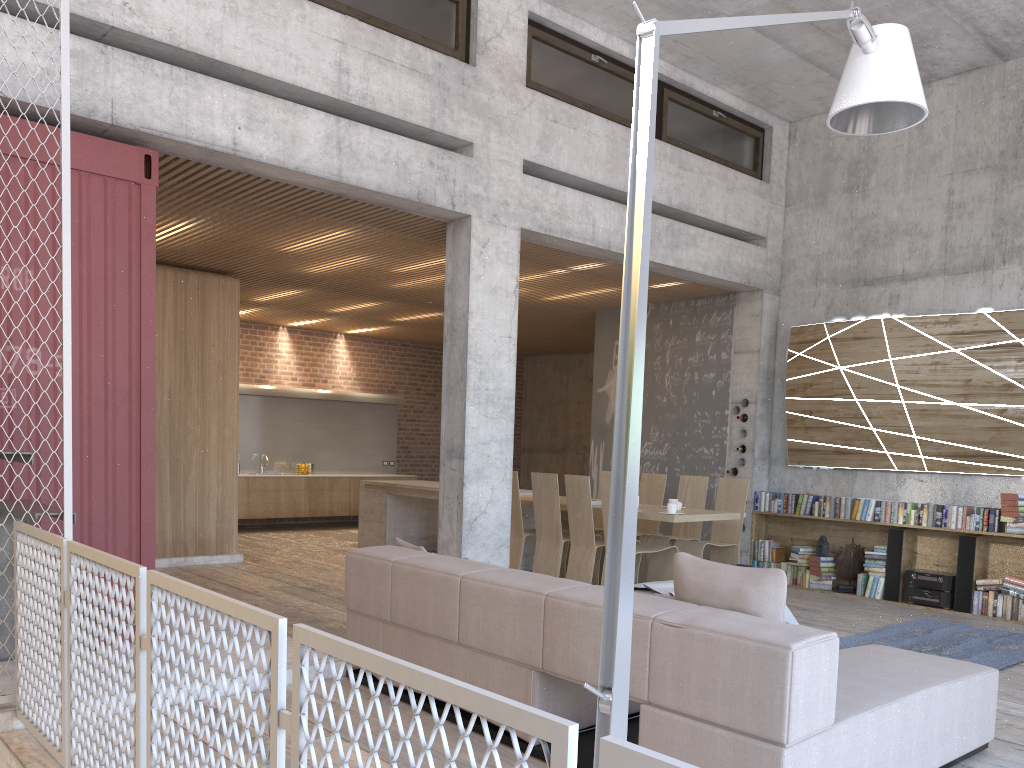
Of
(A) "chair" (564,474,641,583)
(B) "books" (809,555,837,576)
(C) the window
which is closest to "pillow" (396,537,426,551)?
(A) "chair" (564,474,641,583)

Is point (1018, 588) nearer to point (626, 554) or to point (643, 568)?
point (643, 568)

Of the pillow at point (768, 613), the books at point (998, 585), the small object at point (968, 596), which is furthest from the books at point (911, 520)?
the pillow at point (768, 613)

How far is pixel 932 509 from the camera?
8.4 meters

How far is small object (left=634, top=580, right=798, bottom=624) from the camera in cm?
588

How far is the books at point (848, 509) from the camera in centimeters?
896cm

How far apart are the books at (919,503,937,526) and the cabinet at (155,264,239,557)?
7.2 meters

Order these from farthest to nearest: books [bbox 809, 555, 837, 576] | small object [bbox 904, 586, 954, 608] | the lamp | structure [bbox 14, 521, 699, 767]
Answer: books [bbox 809, 555, 837, 576], small object [bbox 904, 586, 954, 608], the lamp, structure [bbox 14, 521, 699, 767]

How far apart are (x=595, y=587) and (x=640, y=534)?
5.4 meters

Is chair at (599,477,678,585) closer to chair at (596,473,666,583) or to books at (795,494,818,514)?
chair at (596,473,666,583)
